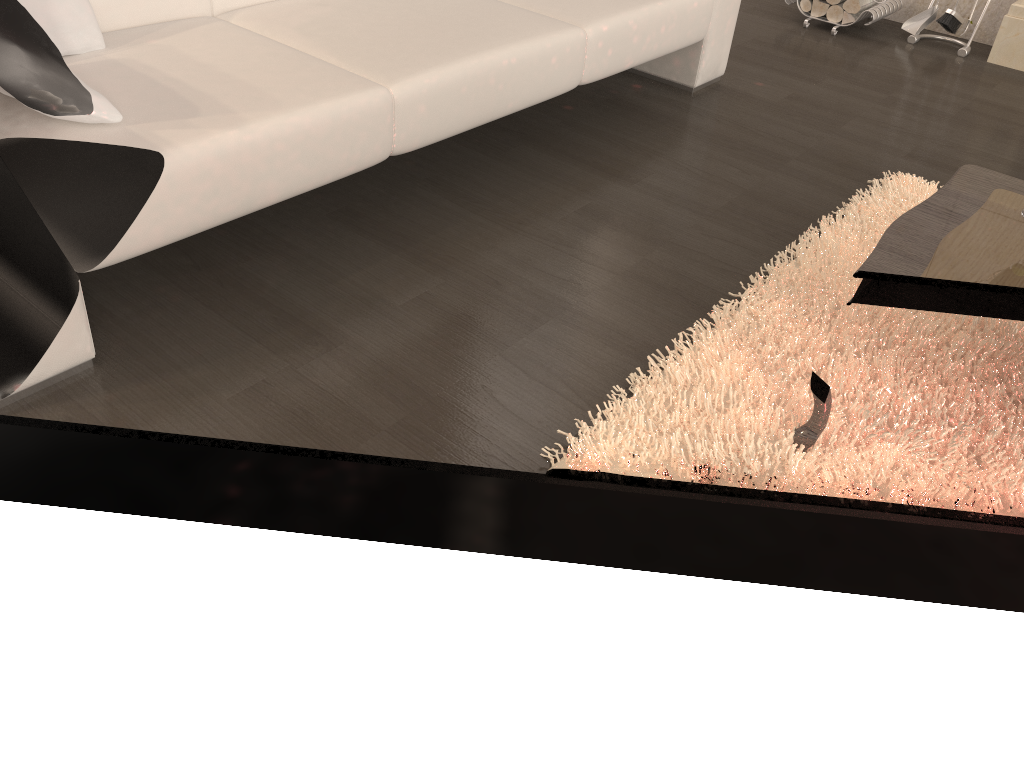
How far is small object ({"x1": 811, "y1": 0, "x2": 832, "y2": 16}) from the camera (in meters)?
3.90

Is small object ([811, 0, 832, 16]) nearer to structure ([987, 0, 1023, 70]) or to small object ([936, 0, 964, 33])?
small object ([936, 0, 964, 33])

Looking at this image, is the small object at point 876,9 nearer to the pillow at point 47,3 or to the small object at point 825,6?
the small object at point 825,6

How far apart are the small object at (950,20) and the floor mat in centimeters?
169cm

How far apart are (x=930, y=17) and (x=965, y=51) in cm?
22

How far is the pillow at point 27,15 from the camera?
1.58m

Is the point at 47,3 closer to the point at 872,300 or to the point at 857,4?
the point at 872,300

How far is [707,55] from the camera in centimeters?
304cm

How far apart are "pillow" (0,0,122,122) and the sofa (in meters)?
0.01

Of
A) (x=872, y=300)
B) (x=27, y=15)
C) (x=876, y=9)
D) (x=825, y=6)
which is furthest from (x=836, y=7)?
(x=27, y=15)
